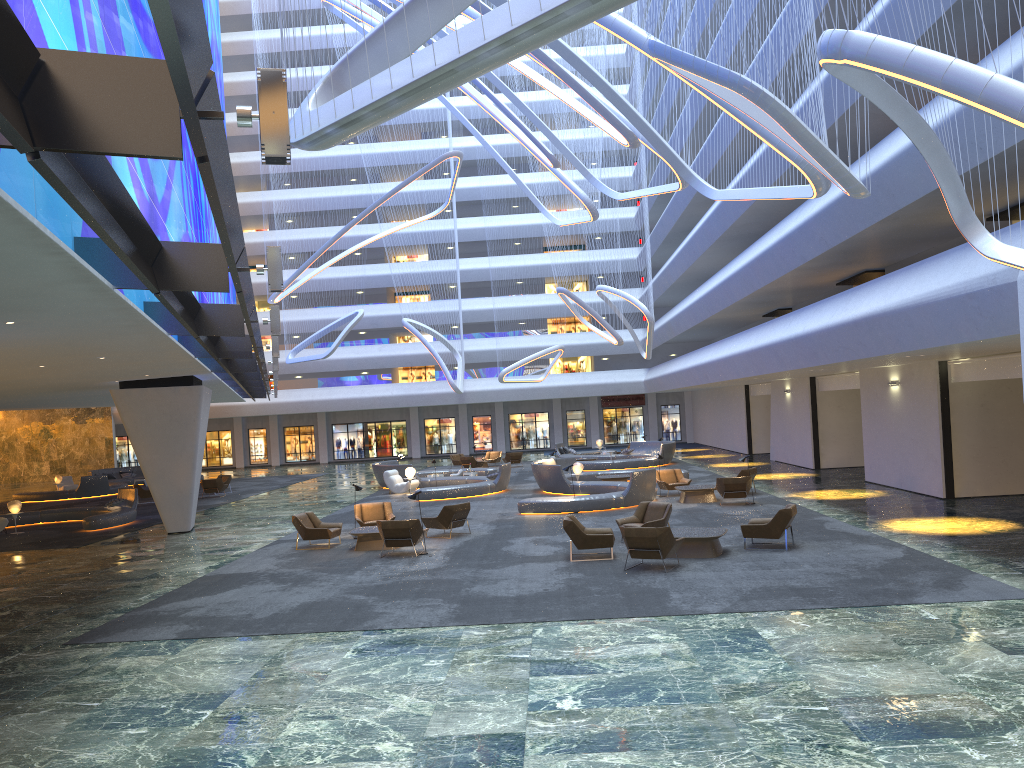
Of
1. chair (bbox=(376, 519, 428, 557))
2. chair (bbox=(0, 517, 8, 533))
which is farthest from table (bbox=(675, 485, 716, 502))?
chair (bbox=(0, 517, 8, 533))

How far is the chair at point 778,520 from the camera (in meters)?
15.91

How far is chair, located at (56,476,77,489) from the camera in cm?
4217

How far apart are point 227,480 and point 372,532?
21.0m

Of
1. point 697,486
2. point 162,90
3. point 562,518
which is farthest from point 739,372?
point 162,90

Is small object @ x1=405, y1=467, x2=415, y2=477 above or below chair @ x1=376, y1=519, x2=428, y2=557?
above

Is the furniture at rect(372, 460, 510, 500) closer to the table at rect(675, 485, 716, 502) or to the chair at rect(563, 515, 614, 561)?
the table at rect(675, 485, 716, 502)

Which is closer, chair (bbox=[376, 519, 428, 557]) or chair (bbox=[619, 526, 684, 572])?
chair (bbox=[619, 526, 684, 572])

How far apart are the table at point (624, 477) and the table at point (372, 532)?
12.1 meters

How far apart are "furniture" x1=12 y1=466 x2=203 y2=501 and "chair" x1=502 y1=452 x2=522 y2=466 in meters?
18.1 m
